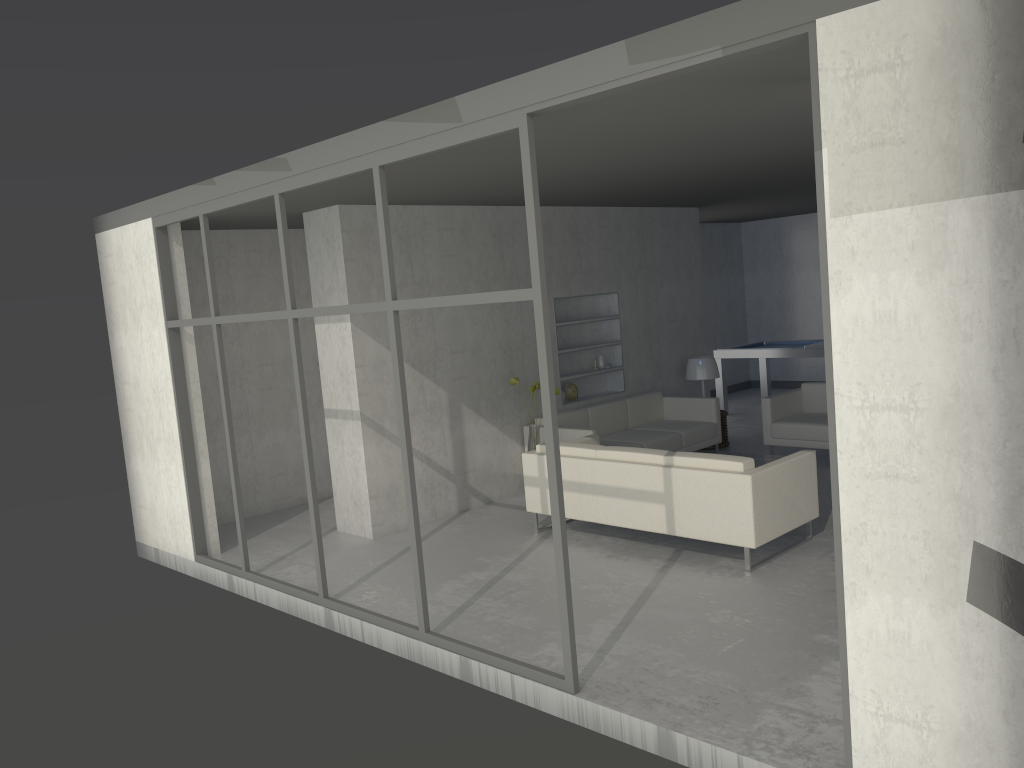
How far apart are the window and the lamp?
4.89m

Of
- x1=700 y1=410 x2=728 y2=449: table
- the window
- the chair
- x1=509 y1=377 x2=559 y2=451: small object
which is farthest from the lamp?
the window

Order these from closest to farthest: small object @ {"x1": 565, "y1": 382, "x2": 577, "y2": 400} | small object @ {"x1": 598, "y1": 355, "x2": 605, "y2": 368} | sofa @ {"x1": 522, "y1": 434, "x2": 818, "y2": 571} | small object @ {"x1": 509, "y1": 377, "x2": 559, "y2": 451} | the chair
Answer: sofa @ {"x1": 522, "y1": 434, "x2": 818, "y2": 571}
small object @ {"x1": 509, "y1": 377, "x2": 559, "y2": 451}
the chair
small object @ {"x1": 565, "y1": 382, "x2": 577, "y2": 400}
small object @ {"x1": 598, "y1": 355, "x2": 605, "y2": 368}

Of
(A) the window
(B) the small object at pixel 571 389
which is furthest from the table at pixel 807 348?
(A) the window

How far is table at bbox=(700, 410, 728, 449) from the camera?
9.0 meters

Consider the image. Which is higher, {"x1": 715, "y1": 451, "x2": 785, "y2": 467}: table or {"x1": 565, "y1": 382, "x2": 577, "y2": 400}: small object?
{"x1": 565, "y1": 382, "x2": 577, "y2": 400}: small object

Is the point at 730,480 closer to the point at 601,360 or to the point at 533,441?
the point at 533,441

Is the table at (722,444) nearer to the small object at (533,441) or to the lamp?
the lamp

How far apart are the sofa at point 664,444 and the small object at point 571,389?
0.3 meters

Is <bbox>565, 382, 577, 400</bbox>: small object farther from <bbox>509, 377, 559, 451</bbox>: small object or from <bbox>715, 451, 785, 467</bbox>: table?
<bbox>715, 451, 785, 467</bbox>: table
